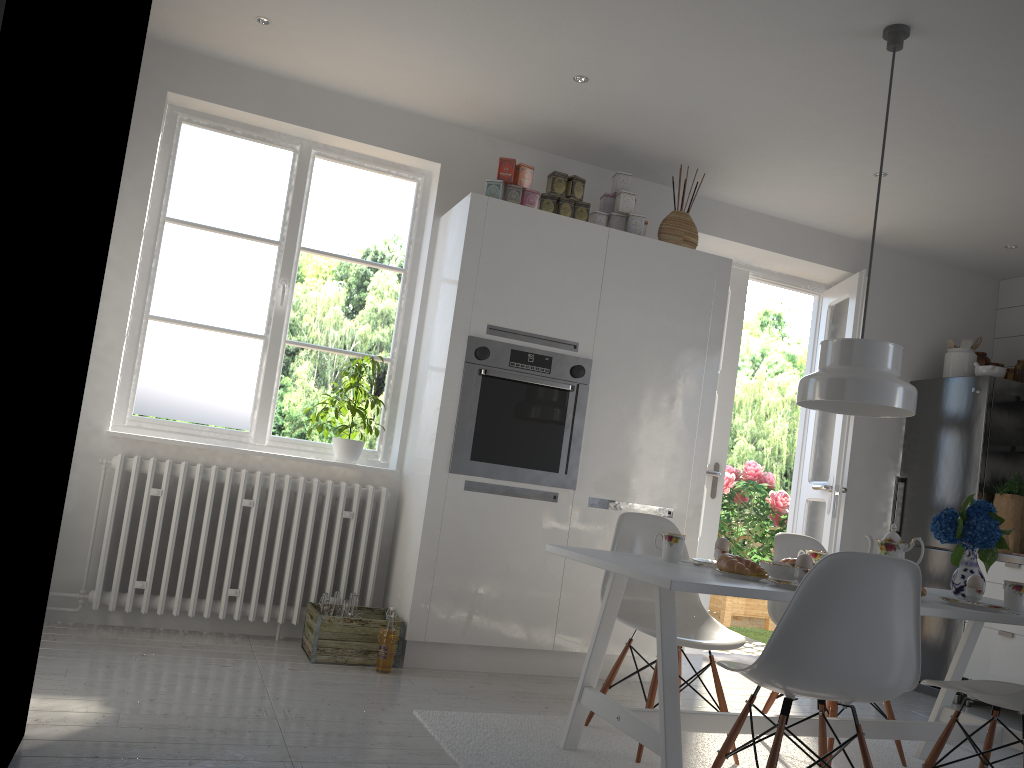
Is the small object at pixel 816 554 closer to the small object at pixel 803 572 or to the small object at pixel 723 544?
the small object at pixel 723 544

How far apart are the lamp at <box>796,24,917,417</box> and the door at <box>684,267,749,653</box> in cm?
211

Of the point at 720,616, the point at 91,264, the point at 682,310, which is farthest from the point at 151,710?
the point at 720,616

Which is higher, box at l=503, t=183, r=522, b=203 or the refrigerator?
box at l=503, t=183, r=522, b=203

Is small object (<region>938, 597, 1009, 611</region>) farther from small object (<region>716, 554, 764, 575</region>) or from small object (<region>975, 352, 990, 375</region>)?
small object (<region>975, 352, 990, 375</region>)

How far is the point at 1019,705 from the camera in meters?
2.5

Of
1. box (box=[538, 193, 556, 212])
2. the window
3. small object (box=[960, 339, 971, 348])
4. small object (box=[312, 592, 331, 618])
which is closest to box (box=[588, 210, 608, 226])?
box (box=[538, 193, 556, 212])

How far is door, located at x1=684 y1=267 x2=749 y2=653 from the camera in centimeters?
525cm

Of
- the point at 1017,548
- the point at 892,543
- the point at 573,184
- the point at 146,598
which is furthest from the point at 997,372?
the point at 146,598

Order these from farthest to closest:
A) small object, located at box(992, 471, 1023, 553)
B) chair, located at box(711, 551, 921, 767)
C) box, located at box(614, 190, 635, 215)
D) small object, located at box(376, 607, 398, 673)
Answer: small object, located at box(992, 471, 1023, 553), box, located at box(614, 190, 635, 215), small object, located at box(376, 607, 398, 673), chair, located at box(711, 551, 921, 767)
